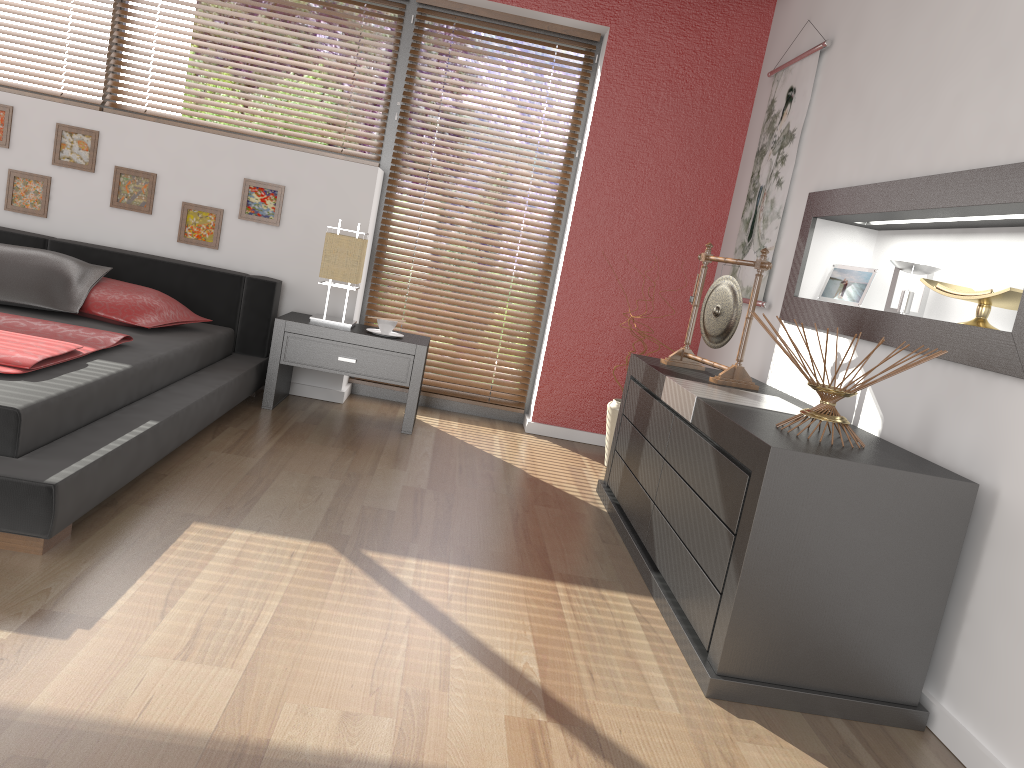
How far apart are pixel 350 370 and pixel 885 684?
2.7m

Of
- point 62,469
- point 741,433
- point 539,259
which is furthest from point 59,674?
point 539,259

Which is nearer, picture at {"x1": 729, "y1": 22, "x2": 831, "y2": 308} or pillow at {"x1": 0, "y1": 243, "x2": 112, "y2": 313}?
pillow at {"x1": 0, "y1": 243, "x2": 112, "y2": 313}

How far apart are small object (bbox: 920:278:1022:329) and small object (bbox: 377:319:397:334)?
2.4 meters

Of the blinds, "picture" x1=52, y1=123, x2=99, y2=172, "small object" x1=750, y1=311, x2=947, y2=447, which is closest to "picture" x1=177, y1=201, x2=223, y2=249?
"picture" x1=52, y1=123, x2=99, y2=172

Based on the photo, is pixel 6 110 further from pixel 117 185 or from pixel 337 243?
pixel 337 243

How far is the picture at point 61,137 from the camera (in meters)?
4.26

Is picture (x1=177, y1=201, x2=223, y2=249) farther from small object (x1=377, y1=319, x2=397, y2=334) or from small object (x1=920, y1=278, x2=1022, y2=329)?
small object (x1=920, y1=278, x2=1022, y2=329)

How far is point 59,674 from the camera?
1.6 meters

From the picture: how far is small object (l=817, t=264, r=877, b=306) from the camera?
3.24m
